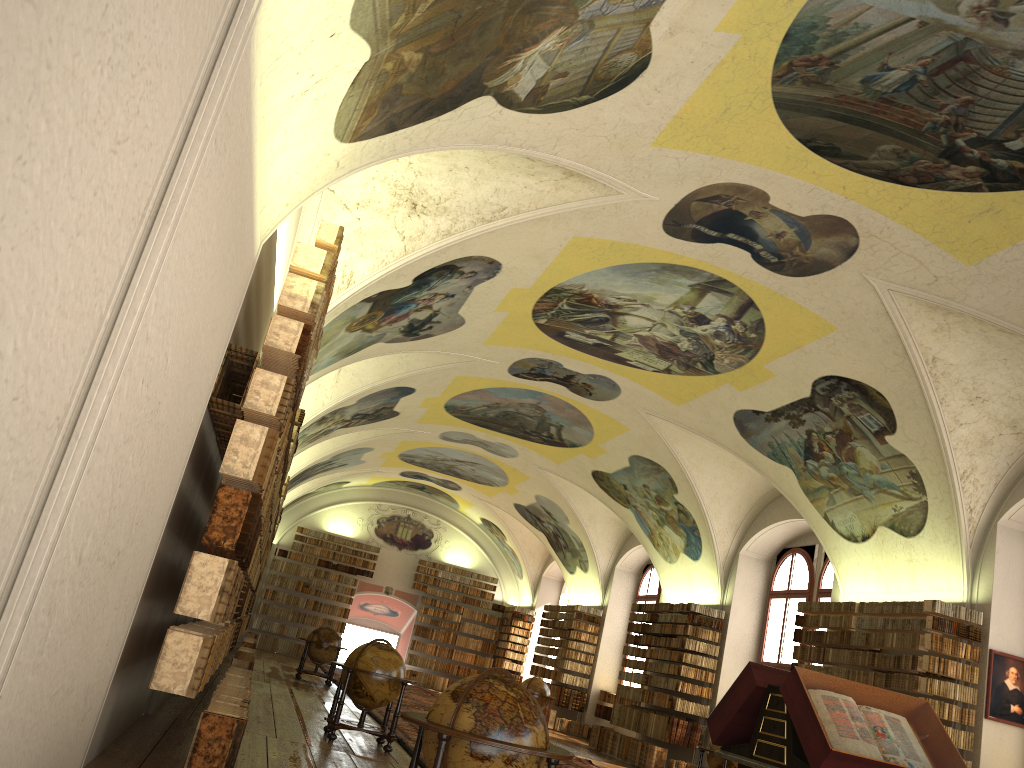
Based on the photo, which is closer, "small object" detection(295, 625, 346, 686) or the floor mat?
the floor mat

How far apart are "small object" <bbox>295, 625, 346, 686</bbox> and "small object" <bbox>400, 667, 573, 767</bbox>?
16.6m

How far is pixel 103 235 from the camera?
3.25m

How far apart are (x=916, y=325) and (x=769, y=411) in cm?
428

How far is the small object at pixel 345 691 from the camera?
12.06m

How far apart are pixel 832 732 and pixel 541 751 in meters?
2.2

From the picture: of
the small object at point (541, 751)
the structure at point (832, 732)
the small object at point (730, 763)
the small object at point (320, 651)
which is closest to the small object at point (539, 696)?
the small object at point (320, 651)

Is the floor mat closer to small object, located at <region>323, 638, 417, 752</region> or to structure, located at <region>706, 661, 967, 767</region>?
small object, located at <region>323, 638, 417, 752</region>

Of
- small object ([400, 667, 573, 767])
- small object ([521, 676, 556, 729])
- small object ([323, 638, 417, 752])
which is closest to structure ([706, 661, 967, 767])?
small object ([400, 667, 573, 767])

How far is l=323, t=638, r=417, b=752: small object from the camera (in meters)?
12.06
